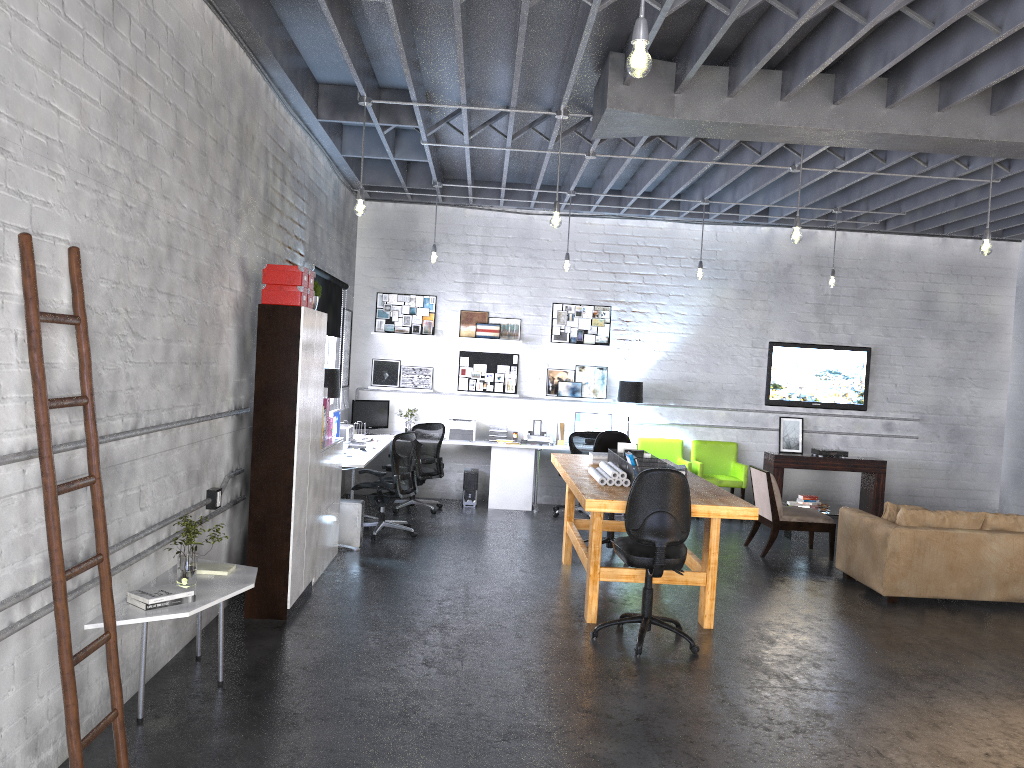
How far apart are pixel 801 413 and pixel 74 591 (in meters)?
9.40

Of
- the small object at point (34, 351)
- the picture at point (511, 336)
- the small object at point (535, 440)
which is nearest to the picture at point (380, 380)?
the picture at point (511, 336)

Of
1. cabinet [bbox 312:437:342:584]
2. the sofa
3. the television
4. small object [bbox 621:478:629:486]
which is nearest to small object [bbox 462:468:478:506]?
cabinet [bbox 312:437:342:584]

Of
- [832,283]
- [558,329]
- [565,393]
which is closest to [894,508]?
[832,283]

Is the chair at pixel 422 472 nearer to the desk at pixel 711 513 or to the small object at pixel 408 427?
the small object at pixel 408 427

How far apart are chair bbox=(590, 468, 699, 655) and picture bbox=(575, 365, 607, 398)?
5.36m

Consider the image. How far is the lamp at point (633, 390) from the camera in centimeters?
1083cm

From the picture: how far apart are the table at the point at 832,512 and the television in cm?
151

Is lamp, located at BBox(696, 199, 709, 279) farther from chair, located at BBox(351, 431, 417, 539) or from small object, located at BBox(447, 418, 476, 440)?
chair, located at BBox(351, 431, 417, 539)

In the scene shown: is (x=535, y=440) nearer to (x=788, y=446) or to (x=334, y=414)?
(x=334, y=414)
